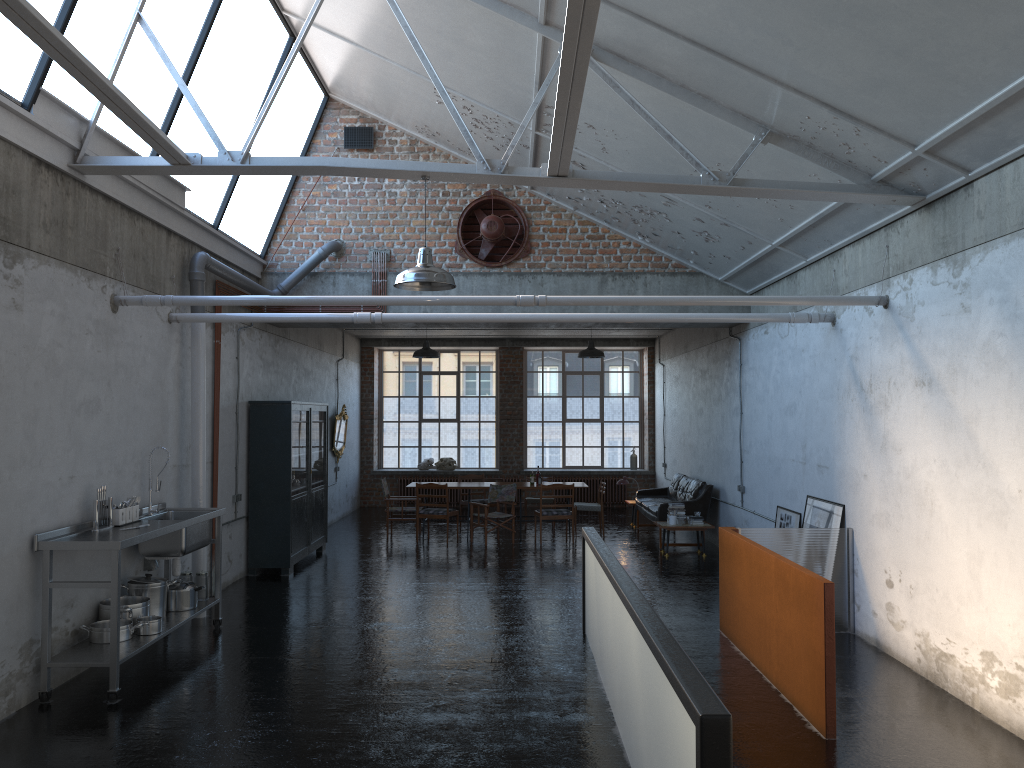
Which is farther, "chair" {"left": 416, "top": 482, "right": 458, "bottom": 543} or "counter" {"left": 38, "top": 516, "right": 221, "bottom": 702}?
"chair" {"left": 416, "top": 482, "right": 458, "bottom": 543}

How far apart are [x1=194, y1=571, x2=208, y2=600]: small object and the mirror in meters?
8.6

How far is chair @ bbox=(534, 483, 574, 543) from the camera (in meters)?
14.51

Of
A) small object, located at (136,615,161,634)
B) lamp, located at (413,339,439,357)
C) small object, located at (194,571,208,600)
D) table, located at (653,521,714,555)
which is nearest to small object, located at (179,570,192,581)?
small object, located at (194,571,208,600)

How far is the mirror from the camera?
17.45m

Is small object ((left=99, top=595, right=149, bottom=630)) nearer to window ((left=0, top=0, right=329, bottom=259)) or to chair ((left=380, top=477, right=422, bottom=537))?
window ((left=0, top=0, right=329, bottom=259))

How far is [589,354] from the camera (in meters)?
15.61

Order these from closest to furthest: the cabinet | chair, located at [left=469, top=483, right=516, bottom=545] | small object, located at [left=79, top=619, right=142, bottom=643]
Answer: small object, located at [left=79, top=619, right=142, bottom=643]
the cabinet
chair, located at [left=469, top=483, right=516, bottom=545]

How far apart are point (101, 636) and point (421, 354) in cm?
911

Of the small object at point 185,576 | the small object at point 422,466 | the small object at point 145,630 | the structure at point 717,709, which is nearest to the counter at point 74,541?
the small object at point 185,576
